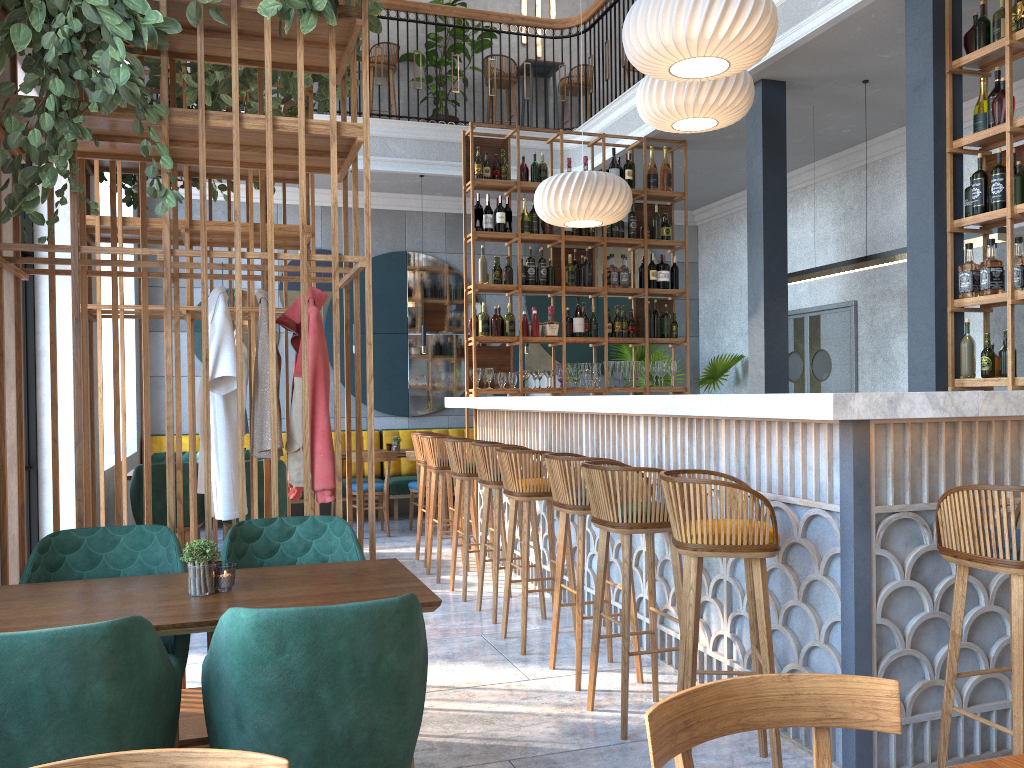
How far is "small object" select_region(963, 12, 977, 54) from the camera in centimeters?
475cm

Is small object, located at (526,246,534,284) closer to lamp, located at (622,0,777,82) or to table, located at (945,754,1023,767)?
lamp, located at (622,0,777,82)

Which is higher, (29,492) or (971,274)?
(971,274)

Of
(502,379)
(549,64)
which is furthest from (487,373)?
(549,64)

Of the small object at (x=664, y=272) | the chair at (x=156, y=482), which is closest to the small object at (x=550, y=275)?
the small object at (x=664, y=272)

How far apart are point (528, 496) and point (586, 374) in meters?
3.3 m

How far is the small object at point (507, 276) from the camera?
7.3 meters

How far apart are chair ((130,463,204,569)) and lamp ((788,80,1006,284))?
4.8 meters

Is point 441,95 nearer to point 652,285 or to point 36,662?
point 652,285

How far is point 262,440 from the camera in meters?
3.3 m
